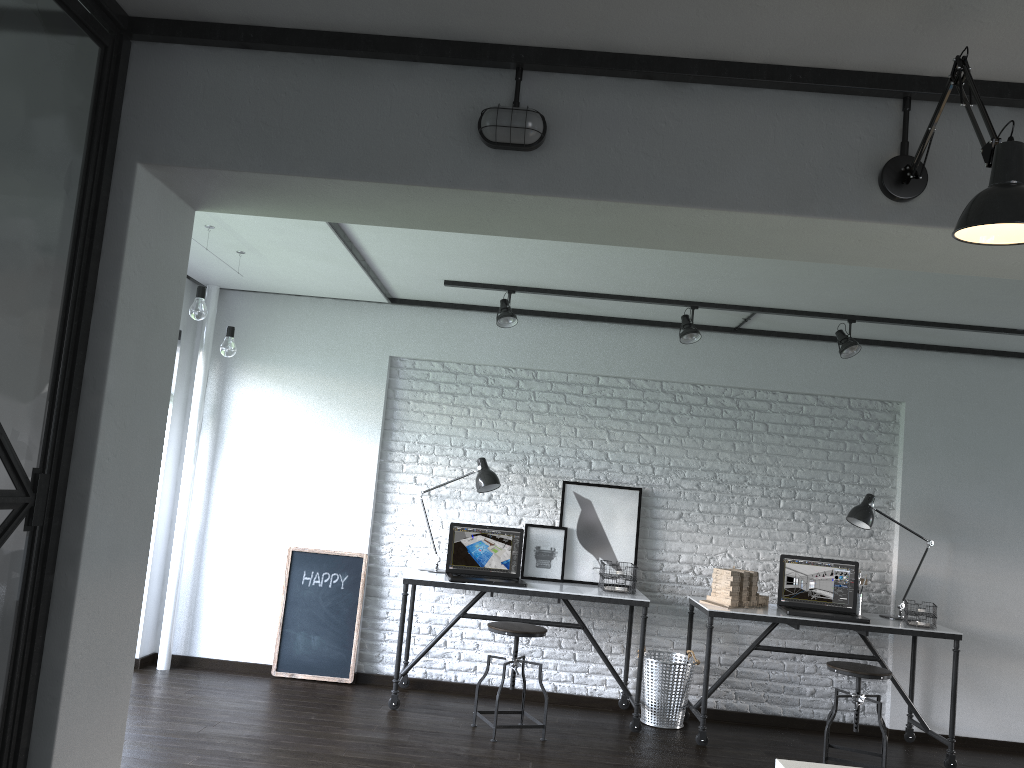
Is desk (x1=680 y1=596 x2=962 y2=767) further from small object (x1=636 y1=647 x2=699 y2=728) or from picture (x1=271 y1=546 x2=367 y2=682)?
picture (x1=271 y1=546 x2=367 y2=682)

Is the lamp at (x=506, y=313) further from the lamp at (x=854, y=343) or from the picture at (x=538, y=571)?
the lamp at (x=854, y=343)

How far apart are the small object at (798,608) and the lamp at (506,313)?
2.08m

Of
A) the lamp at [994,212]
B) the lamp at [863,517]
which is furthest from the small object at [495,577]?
the lamp at [994,212]

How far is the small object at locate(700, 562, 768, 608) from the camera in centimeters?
493cm

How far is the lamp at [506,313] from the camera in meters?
5.0

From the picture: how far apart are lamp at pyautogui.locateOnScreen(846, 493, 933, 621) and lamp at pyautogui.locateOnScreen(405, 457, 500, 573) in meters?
2.0 m

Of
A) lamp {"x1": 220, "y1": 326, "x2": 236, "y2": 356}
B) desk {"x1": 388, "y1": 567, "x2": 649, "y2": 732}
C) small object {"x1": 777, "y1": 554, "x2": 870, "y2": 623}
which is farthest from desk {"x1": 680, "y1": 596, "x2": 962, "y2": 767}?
lamp {"x1": 220, "y1": 326, "x2": 236, "y2": 356}

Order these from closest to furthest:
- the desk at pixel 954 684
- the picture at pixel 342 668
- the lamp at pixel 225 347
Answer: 1. the lamp at pixel 225 347
2. the desk at pixel 954 684
3. the picture at pixel 342 668

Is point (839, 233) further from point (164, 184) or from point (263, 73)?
point (164, 184)
